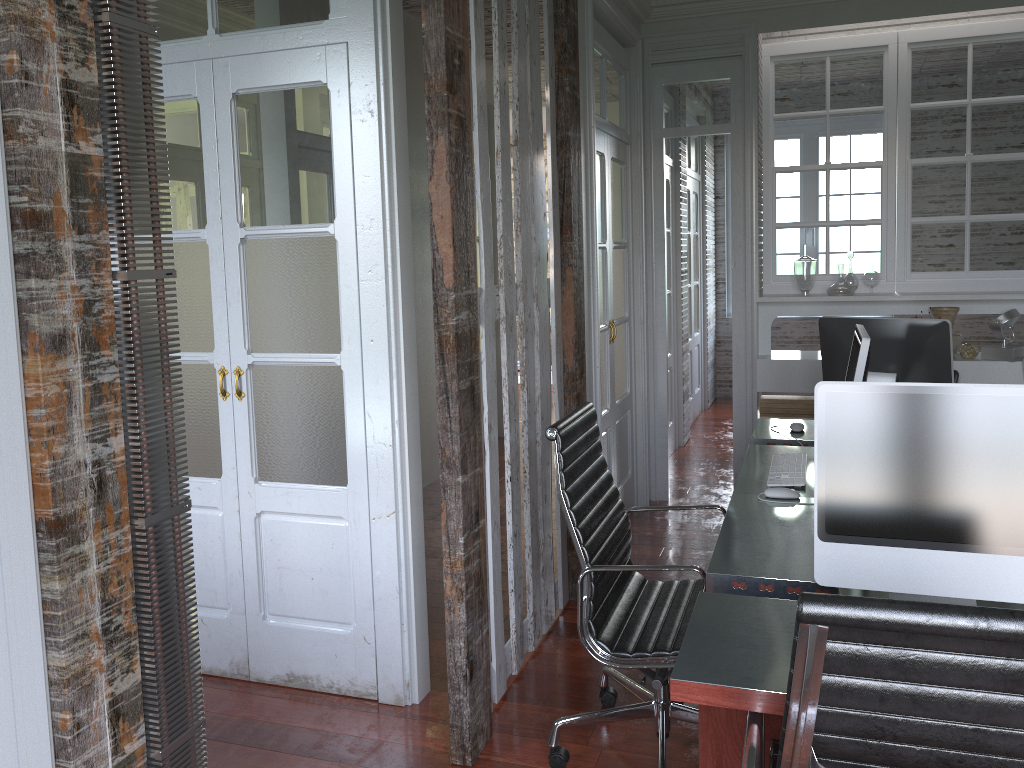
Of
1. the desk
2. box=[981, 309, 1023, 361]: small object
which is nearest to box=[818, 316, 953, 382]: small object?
the desk

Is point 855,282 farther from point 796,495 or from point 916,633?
point 916,633

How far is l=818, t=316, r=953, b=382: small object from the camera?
3.17m

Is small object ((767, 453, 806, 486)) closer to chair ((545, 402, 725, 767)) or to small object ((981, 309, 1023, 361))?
chair ((545, 402, 725, 767))

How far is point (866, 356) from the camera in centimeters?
264cm

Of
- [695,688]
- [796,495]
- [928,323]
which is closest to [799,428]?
[928,323]

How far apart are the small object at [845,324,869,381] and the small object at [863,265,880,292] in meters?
2.2 m

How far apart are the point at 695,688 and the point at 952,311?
3.8m

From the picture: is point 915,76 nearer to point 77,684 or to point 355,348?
point 355,348

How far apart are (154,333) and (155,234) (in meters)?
0.16
